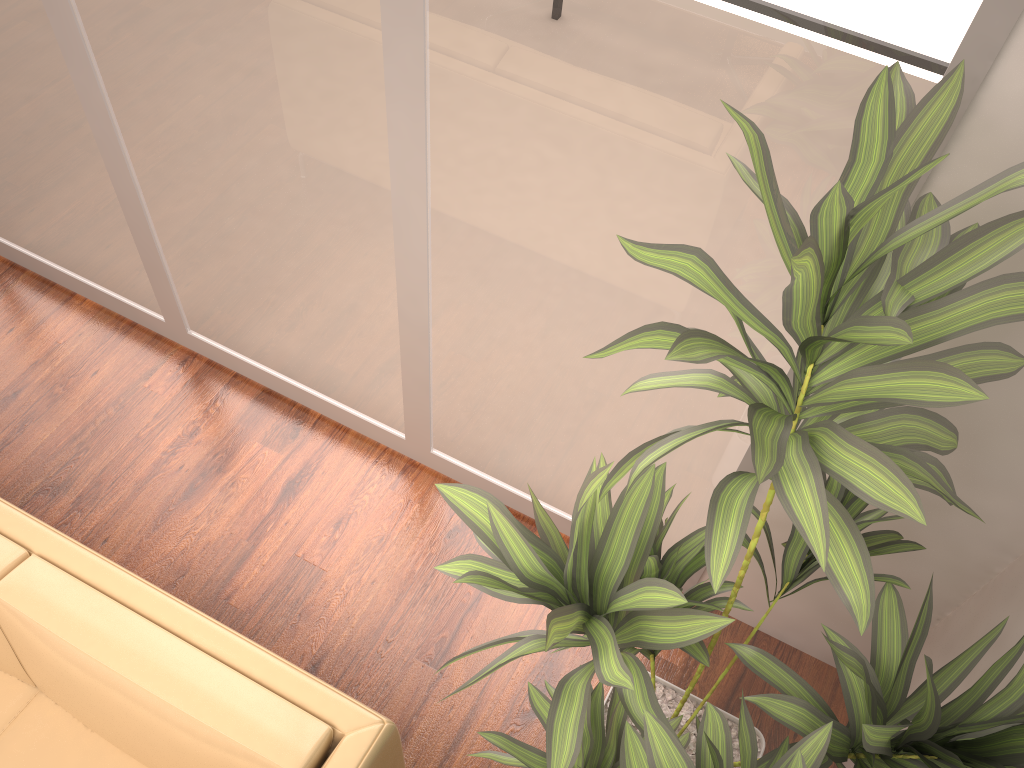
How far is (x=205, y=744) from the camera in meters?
1.7 m

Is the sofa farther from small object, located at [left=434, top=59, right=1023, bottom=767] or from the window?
the window

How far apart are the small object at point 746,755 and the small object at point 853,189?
0.0m

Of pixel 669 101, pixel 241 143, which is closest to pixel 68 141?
pixel 241 143

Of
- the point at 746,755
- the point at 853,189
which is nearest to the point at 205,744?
the point at 746,755

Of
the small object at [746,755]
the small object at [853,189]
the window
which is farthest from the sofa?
the window

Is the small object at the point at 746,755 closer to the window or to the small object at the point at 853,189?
the small object at the point at 853,189

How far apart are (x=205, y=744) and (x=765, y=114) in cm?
159

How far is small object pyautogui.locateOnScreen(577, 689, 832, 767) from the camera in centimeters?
112cm

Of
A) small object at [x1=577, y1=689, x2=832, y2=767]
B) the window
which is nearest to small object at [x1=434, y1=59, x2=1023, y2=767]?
small object at [x1=577, y1=689, x2=832, y2=767]
